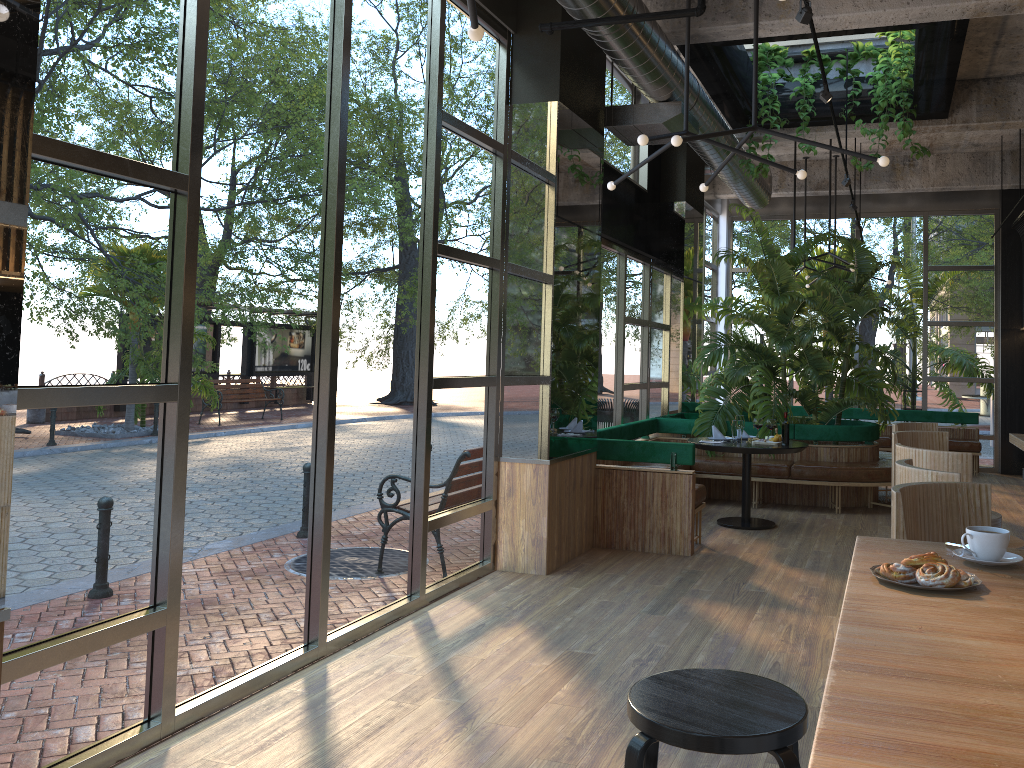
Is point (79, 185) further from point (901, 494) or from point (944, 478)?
point (944, 478)

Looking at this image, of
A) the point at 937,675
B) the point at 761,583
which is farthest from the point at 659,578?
the point at 937,675

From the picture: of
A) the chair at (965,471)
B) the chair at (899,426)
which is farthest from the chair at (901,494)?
the chair at (899,426)

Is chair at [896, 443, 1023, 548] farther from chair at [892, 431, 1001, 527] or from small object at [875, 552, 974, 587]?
small object at [875, 552, 974, 587]

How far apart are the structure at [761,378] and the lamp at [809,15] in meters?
0.5 m

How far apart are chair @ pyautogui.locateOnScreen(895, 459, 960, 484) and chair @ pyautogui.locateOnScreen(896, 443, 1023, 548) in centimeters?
45cm

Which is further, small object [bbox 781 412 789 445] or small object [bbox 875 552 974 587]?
small object [bbox 781 412 789 445]

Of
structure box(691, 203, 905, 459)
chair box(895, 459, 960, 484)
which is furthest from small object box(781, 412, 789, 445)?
chair box(895, 459, 960, 484)

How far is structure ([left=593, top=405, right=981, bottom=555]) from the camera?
6.9m

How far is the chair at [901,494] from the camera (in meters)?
A: 2.66
